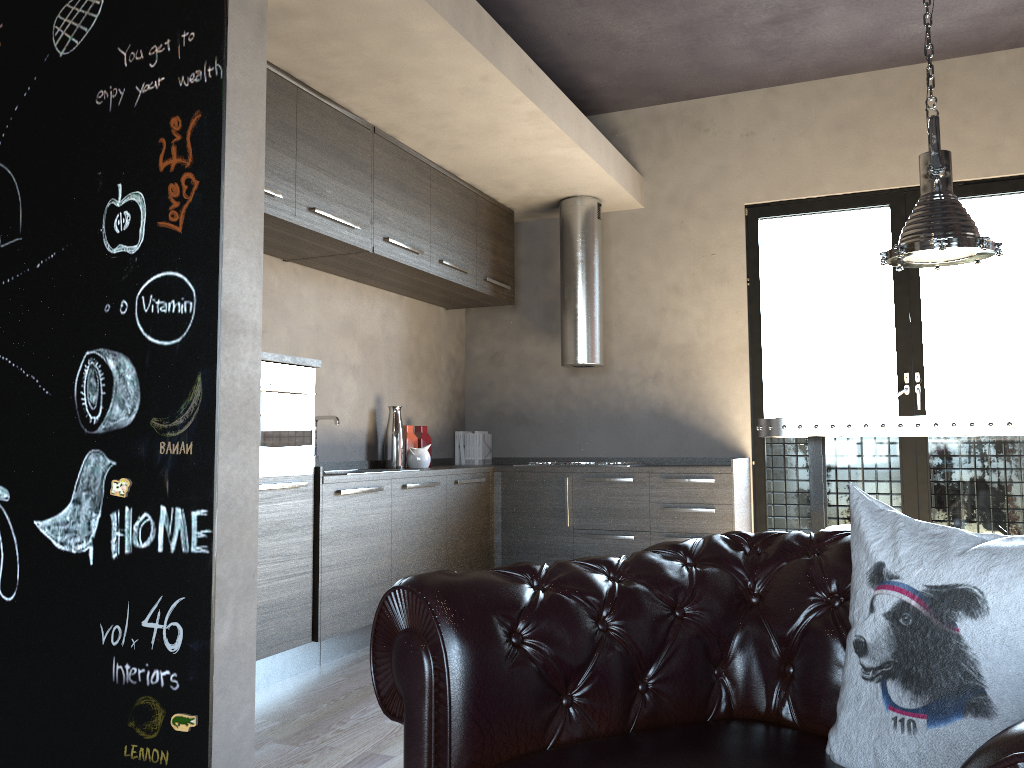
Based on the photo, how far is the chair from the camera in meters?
1.6 m

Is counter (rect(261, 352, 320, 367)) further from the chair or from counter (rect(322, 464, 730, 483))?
the chair

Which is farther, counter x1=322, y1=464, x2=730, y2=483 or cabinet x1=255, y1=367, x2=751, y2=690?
counter x1=322, y1=464, x2=730, y2=483

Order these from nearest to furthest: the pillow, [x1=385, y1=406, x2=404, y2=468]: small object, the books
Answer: the pillow, [x1=385, y1=406, x2=404, y2=468]: small object, the books

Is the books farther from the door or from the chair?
the chair

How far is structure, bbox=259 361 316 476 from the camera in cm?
385

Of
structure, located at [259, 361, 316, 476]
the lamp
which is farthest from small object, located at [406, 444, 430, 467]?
the lamp

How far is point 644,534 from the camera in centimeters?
552cm

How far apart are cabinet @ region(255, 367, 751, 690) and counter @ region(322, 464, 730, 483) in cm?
3

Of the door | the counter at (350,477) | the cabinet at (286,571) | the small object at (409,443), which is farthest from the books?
the door
